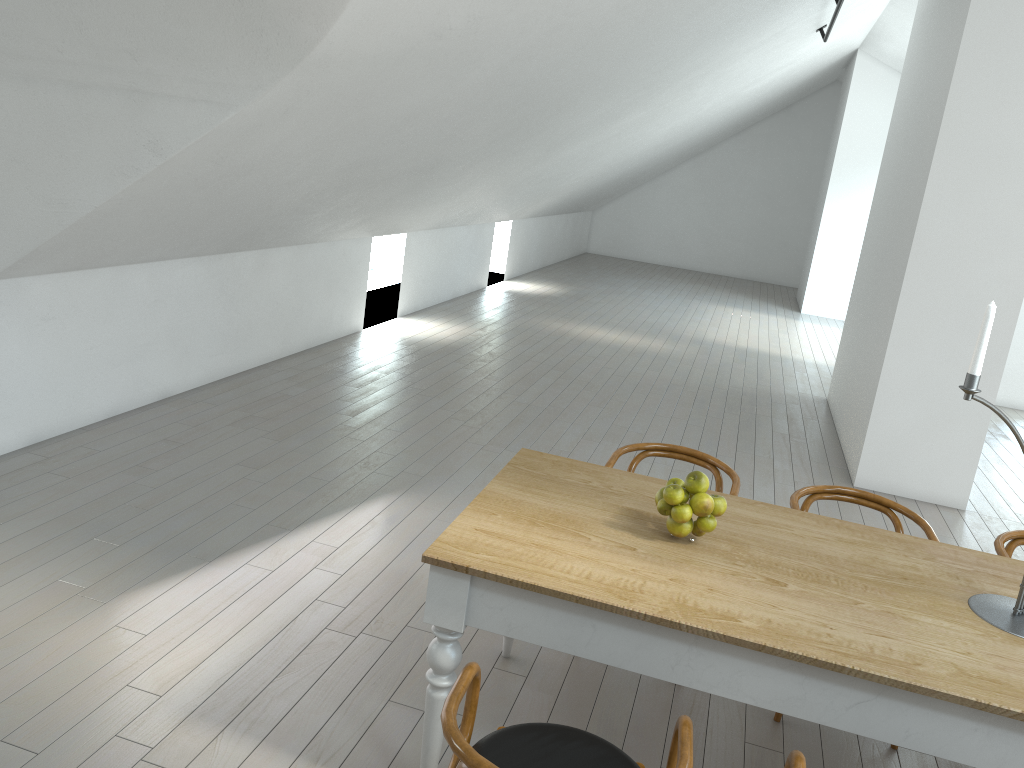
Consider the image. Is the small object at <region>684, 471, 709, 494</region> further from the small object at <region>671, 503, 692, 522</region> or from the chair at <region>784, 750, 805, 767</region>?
the chair at <region>784, 750, 805, 767</region>

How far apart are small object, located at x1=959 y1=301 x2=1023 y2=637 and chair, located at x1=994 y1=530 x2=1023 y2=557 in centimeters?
73cm

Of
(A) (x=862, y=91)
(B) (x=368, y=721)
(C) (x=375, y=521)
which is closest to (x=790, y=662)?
(B) (x=368, y=721)

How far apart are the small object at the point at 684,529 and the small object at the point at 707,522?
0.03m

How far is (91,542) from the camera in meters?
3.8 m

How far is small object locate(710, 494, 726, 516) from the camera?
2.62m

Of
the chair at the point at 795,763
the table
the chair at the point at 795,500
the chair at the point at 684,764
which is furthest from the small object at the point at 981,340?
the chair at the point at 684,764

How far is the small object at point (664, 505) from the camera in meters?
2.6 m

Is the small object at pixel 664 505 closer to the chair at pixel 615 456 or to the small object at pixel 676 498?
the small object at pixel 676 498

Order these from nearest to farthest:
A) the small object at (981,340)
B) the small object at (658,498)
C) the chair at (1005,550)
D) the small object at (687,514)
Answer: the small object at (981,340)
the small object at (687,514)
the small object at (658,498)
the chair at (1005,550)
